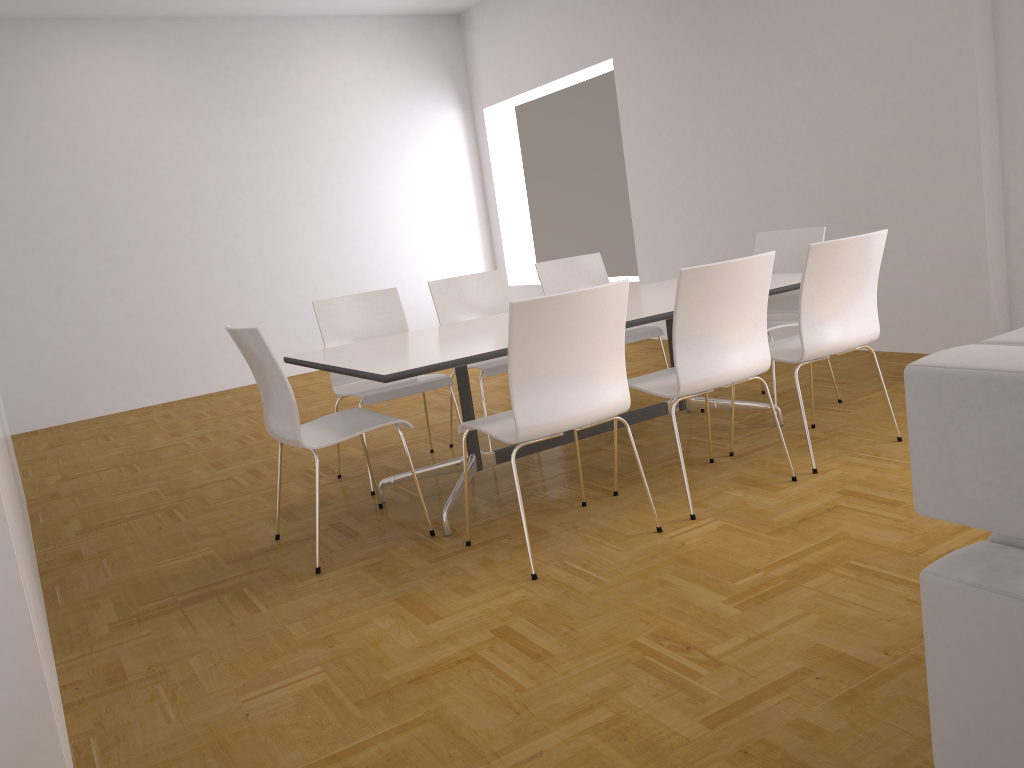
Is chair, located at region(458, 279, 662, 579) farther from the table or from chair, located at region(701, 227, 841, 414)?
chair, located at region(701, 227, 841, 414)

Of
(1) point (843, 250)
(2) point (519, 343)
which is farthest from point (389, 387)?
(1) point (843, 250)

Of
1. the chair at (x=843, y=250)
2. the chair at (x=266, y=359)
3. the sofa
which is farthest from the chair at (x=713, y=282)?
the sofa

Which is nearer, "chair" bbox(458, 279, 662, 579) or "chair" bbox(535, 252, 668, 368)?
"chair" bbox(458, 279, 662, 579)

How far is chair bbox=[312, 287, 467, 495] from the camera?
4.3m

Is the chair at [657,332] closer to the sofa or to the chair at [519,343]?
the chair at [519,343]

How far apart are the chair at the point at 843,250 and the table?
0.2 meters

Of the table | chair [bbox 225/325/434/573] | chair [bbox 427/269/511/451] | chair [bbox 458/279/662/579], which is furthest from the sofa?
chair [bbox 427/269/511/451]

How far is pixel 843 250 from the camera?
3.5m

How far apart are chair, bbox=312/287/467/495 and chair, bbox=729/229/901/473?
1.5m
